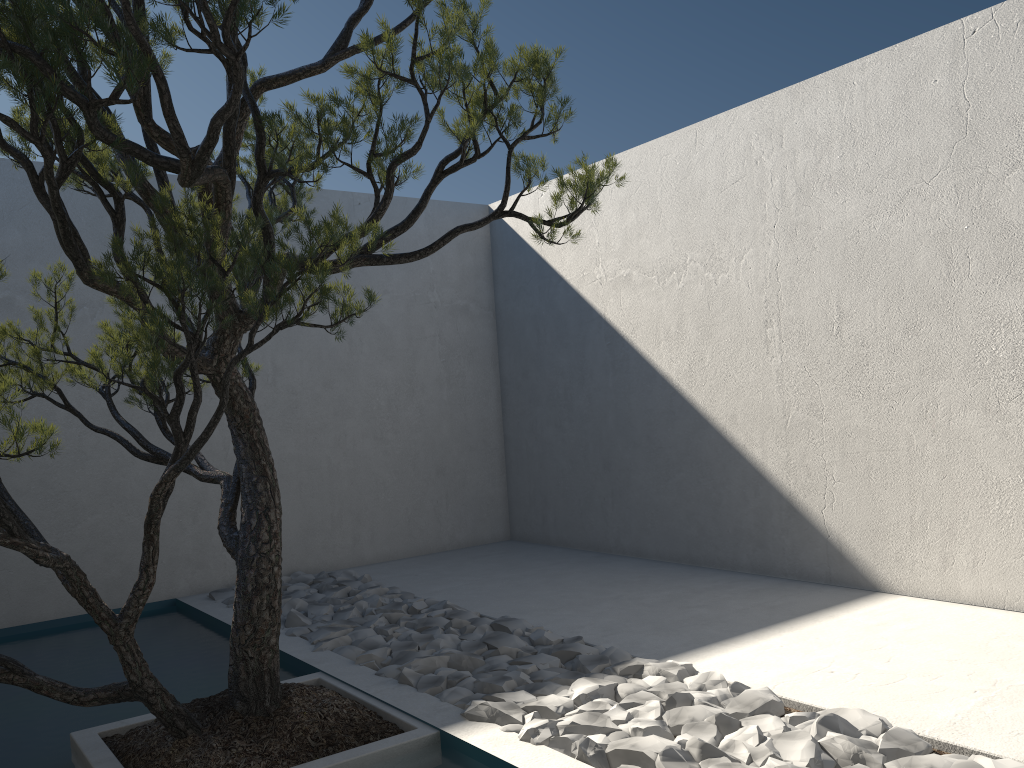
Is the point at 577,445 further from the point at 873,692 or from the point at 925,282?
the point at 873,692

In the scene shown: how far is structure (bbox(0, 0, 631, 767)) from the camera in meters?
2.1 m

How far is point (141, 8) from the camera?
2.1 meters

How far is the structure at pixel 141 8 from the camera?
2.1m
